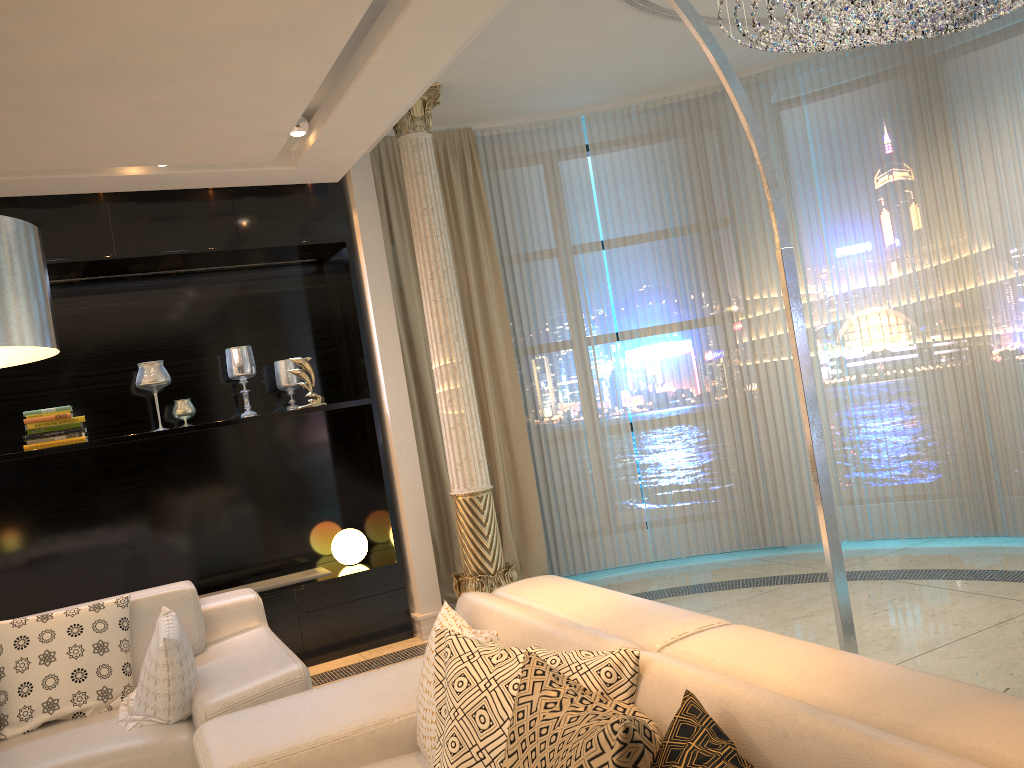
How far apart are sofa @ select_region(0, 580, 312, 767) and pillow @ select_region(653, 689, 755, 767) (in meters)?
1.82

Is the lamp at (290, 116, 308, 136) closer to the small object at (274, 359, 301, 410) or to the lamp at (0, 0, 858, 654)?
the small object at (274, 359, 301, 410)

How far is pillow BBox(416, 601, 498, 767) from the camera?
2.21m

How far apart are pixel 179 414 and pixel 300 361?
0.7m

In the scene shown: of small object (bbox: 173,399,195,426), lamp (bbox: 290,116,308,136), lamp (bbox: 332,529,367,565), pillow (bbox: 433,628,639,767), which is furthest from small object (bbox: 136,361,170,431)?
pillow (bbox: 433,628,639,767)

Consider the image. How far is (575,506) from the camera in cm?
584

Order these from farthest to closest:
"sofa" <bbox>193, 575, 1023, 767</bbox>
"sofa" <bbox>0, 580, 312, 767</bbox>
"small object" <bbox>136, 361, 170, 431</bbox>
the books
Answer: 1. "small object" <bbox>136, 361, 170, 431</bbox>
2. the books
3. "sofa" <bbox>0, 580, 312, 767</bbox>
4. "sofa" <bbox>193, 575, 1023, 767</bbox>

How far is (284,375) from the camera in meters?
5.2

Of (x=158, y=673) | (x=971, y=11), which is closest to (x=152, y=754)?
(x=158, y=673)

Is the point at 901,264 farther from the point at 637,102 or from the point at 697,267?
the point at 637,102
